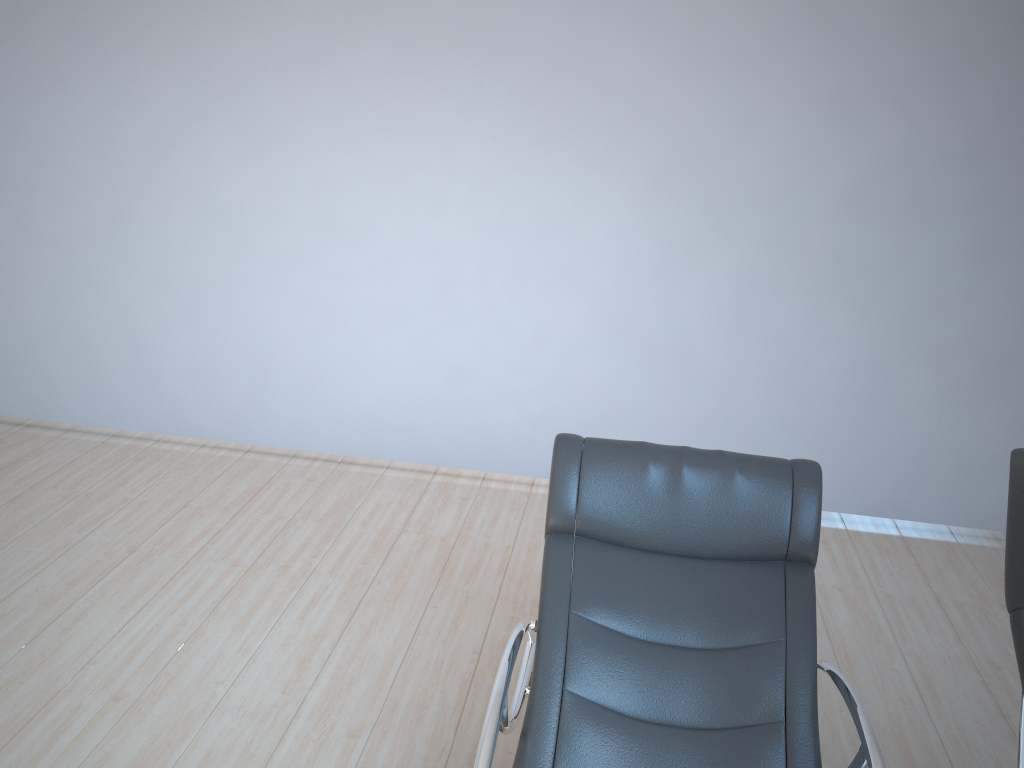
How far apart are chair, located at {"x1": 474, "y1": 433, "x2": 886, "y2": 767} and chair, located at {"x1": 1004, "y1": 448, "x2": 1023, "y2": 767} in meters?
0.3 m

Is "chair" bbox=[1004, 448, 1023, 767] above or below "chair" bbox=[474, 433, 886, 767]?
above

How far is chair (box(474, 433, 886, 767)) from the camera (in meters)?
2.04

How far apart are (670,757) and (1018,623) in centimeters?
80cm

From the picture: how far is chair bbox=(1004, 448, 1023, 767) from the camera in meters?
1.7

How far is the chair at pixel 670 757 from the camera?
2.0 meters

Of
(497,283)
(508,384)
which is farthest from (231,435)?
(497,283)

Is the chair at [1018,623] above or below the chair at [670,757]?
above

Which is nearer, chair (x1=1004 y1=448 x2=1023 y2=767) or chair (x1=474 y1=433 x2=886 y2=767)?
chair (x1=1004 y1=448 x2=1023 y2=767)

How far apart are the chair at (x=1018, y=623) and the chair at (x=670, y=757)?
0.3m
